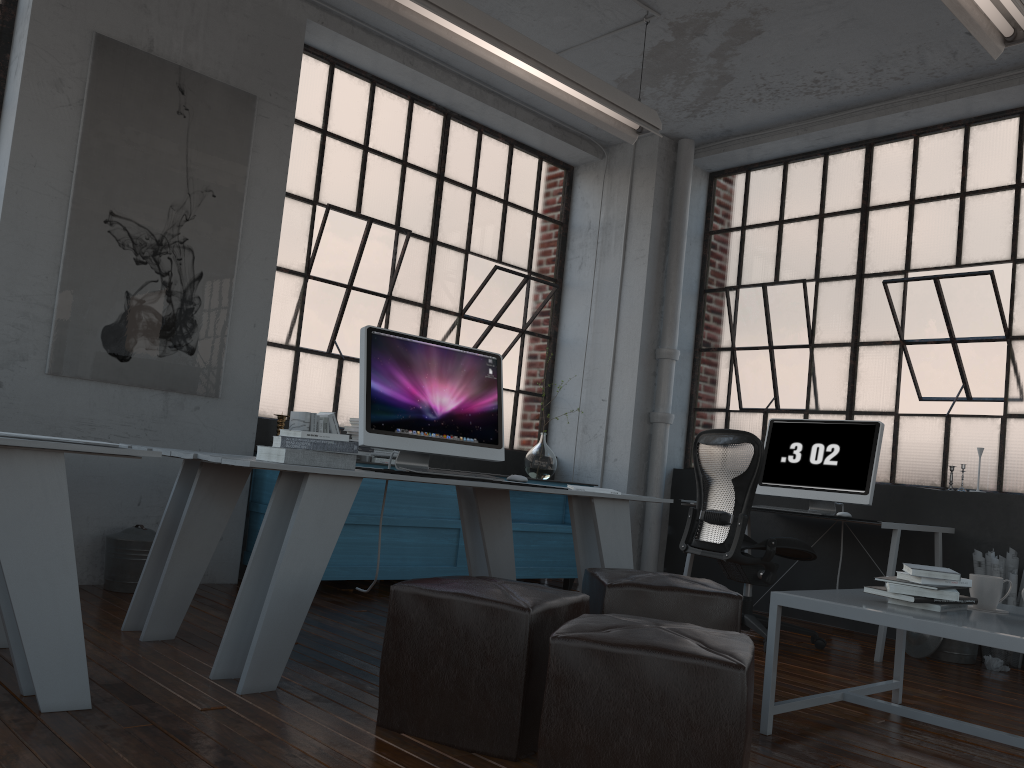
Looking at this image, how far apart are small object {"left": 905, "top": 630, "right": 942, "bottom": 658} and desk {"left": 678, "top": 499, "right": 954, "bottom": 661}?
0.31m

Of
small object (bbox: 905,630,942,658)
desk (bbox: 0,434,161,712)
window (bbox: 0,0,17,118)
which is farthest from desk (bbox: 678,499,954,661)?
window (bbox: 0,0,17,118)

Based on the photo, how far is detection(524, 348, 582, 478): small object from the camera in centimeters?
607cm

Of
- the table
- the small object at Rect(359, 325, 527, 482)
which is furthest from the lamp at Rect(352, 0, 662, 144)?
the table

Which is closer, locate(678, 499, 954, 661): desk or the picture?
the picture

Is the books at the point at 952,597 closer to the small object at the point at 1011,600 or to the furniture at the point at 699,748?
the furniture at the point at 699,748

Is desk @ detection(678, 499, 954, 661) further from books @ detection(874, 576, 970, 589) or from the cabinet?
books @ detection(874, 576, 970, 589)

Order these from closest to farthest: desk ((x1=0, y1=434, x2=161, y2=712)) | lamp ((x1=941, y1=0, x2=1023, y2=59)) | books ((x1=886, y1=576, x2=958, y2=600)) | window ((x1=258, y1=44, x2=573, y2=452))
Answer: desk ((x1=0, y1=434, x2=161, y2=712))
books ((x1=886, y1=576, x2=958, y2=600))
lamp ((x1=941, y1=0, x2=1023, y2=59))
window ((x1=258, y1=44, x2=573, y2=452))

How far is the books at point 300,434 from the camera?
2.9m

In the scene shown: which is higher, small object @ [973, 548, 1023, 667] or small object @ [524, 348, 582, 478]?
small object @ [524, 348, 582, 478]
